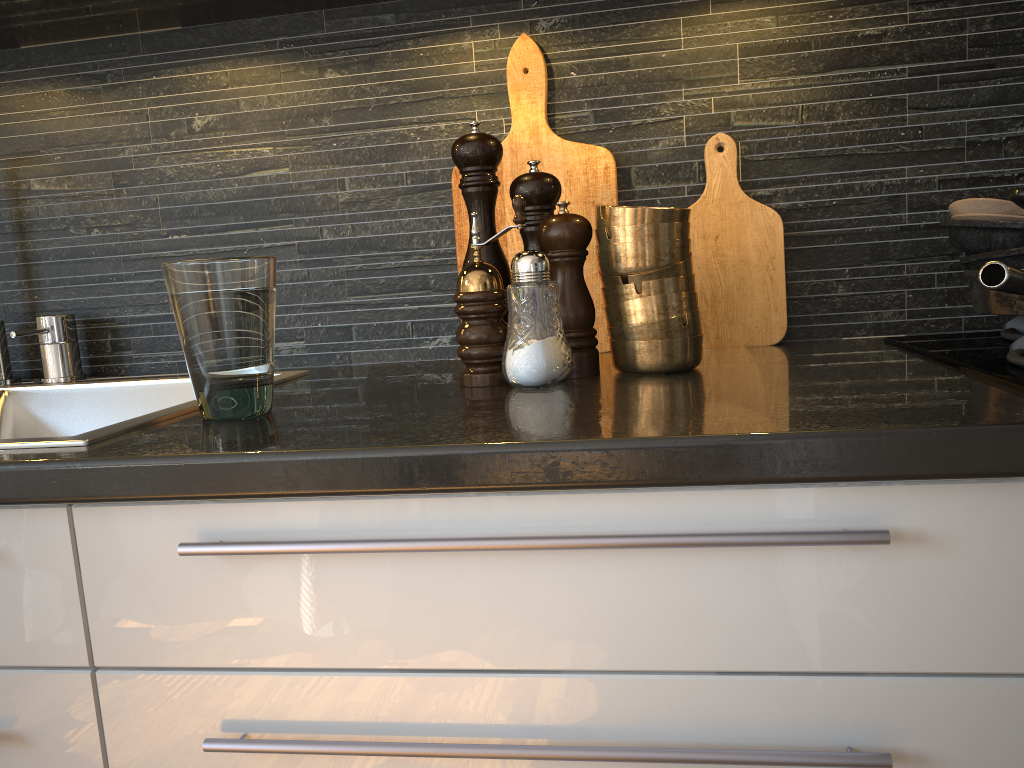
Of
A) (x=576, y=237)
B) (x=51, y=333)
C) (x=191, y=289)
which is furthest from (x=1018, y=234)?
(x=51, y=333)

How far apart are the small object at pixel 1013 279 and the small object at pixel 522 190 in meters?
0.4 m

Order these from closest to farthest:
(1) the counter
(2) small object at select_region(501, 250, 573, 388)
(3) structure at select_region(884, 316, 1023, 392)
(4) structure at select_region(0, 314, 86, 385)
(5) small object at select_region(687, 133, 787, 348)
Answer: (1) the counter < (3) structure at select_region(884, 316, 1023, 392) < (2) small object at select_region(501, 250, 573, 388) < (5) small object at select_region(687, 133, 787, 348) < (4) structure at select_region(0, 314, 86, 385)

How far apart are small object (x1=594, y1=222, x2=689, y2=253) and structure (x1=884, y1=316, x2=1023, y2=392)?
0.27m

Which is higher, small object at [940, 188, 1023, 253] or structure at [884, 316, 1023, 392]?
small object at [940, 188, 1023, 253]

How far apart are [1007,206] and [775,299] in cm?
29

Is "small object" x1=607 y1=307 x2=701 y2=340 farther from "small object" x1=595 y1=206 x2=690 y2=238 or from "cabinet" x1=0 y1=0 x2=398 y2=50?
"cabinet" x1=0 y1=0 x2=398 y2=50

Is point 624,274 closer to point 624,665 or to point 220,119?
point 624,665

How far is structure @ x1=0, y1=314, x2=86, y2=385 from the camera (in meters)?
1.25

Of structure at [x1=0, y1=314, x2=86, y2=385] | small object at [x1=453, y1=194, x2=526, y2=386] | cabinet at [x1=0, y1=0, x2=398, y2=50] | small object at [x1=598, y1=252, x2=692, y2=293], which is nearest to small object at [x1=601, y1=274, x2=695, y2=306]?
small object at [x1=598, y1=252, x2=692, y2=293]
